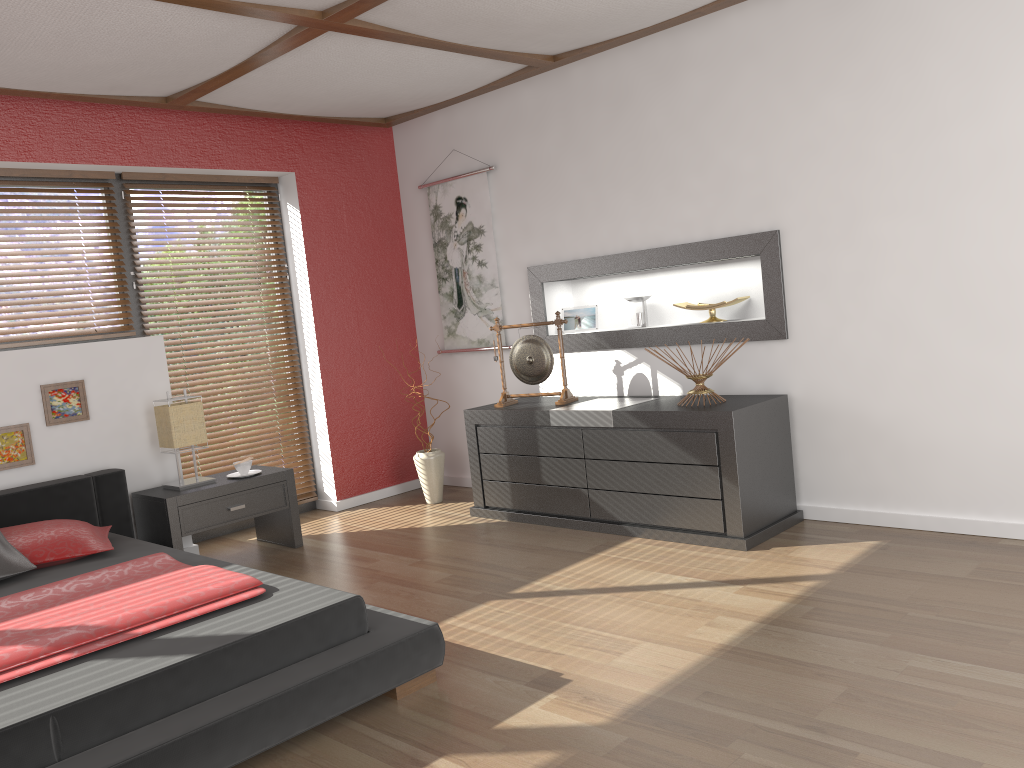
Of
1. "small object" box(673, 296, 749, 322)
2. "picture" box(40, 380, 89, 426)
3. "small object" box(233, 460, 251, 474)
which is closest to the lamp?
"small object" box(233, 460, 251, 474)

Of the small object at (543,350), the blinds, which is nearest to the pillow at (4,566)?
the blinds

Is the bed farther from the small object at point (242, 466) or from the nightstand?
the small object at point (242, 466)

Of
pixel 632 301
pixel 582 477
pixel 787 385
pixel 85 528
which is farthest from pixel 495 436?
pixel 85 528

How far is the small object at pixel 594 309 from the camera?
5.1 meters

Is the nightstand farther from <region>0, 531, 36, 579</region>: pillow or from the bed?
<region>0, 531, 36, 579</region>: pillow

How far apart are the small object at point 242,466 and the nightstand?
0.1 meters

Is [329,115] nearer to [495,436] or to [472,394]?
[472,394]

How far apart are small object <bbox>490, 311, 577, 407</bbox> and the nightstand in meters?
1.2

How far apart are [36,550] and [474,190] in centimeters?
313cm
